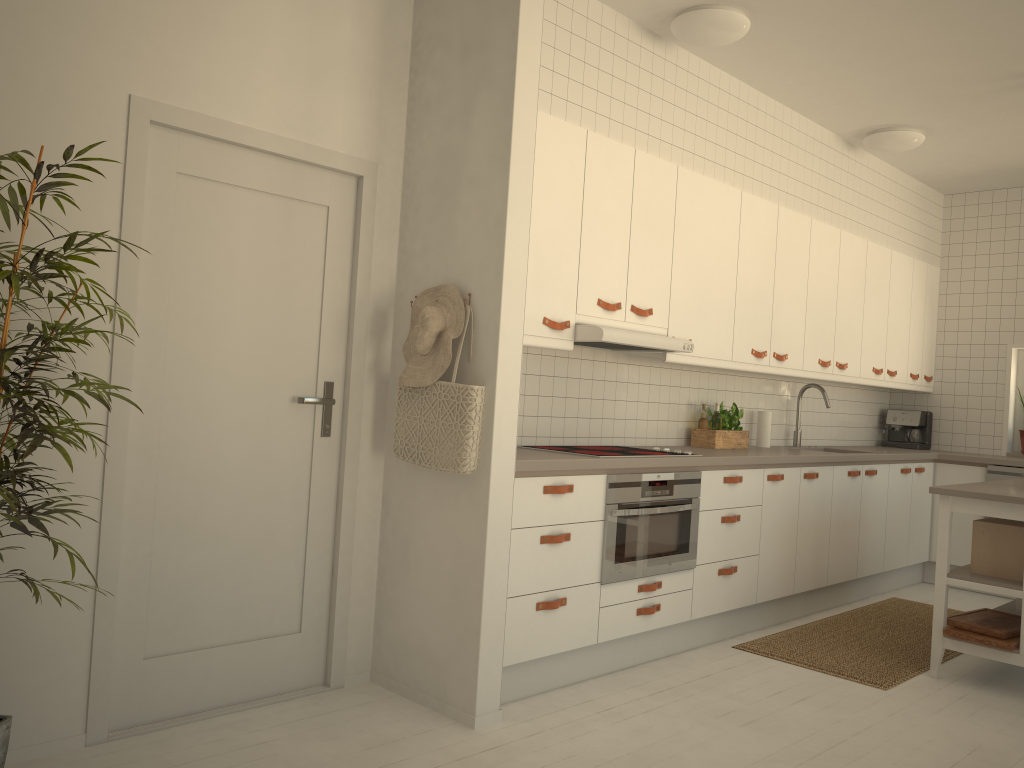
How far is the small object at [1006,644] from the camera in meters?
3.8

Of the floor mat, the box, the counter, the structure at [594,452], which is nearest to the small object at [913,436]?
the counter

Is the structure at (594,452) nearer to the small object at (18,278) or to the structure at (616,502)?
the structure at (616,502)

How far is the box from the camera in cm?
394

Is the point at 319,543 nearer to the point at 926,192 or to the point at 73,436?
the point at 73,436

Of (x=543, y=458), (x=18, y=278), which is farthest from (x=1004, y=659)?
(x=18, y=278)

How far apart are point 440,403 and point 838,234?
3.5 meters

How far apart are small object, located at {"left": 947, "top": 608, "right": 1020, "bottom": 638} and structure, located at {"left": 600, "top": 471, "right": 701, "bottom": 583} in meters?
1.2 m

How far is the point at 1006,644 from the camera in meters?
3.8 m

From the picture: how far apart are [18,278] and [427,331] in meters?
1.4 m
